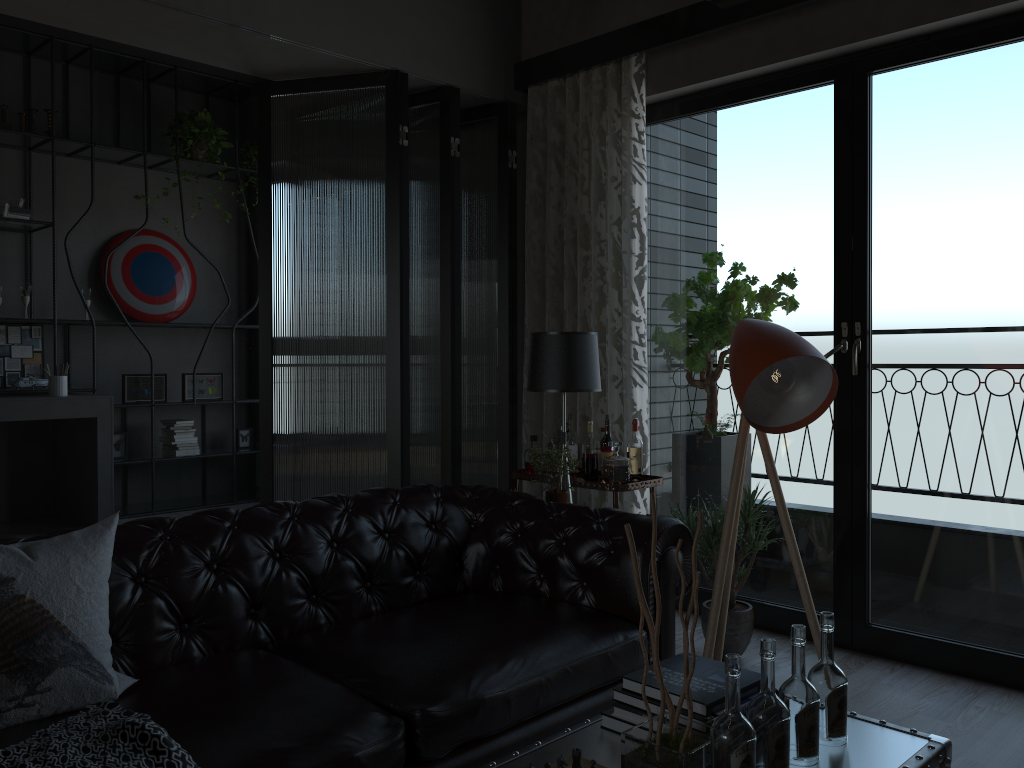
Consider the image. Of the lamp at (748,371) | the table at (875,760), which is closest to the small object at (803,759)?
the table at (875,760)

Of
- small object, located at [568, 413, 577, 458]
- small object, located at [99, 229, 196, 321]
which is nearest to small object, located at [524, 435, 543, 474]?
small object, located at [568, 413, 577, 458]

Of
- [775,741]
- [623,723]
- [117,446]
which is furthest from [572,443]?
[117,446]

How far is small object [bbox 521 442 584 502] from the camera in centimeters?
371cm

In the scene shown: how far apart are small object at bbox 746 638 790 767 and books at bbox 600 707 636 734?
0.3m

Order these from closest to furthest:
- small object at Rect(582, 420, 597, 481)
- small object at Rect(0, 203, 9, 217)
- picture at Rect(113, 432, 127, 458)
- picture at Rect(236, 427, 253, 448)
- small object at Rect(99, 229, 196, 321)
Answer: small object at Rect(582, 420, 597, 481) < small object at Rect(0, 203, 9, 217) < picture at Rect(113, 432, 127, 458) < small object at Rect(99, 229, 196, 321) < picture at Rect(236, 427, 253, 448)

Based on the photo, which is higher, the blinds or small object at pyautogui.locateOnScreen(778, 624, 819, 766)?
the blinds

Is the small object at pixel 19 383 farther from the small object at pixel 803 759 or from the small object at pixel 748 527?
the small object at pixel 803 759

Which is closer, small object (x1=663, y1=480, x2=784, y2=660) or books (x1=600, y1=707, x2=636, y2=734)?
books (x1=600, y1=707, x2=636, y2=734)

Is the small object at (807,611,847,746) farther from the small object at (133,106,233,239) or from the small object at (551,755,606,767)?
the small object at (133,106,233,239)
